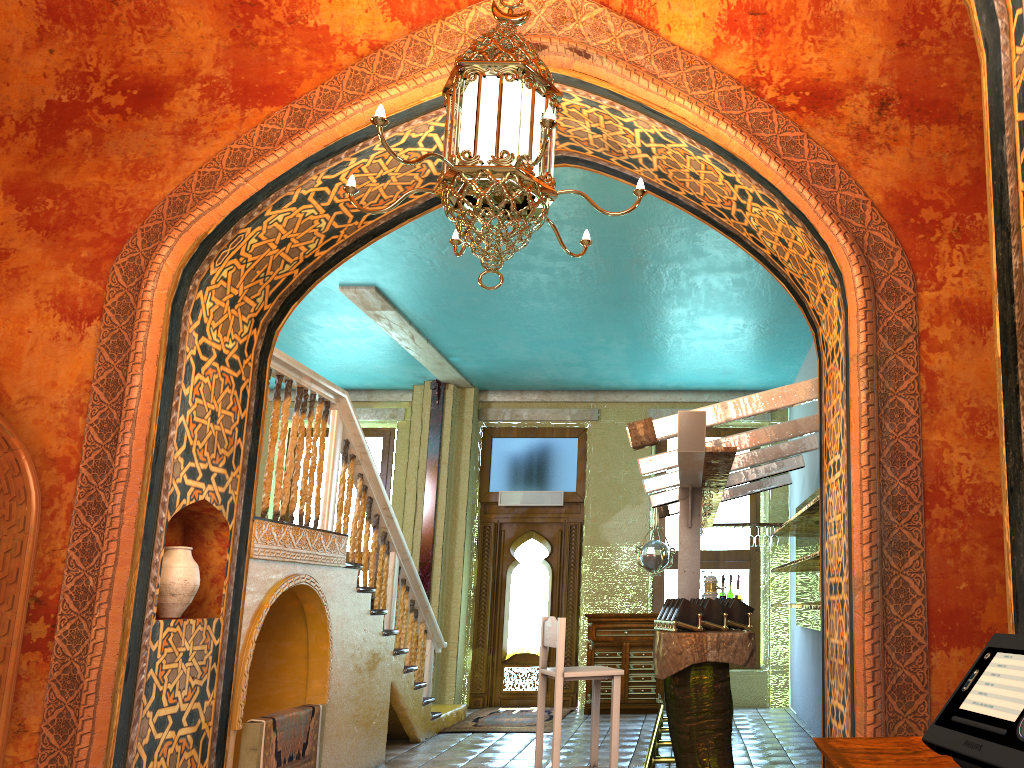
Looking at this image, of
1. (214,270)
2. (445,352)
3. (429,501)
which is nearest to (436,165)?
(214,270)

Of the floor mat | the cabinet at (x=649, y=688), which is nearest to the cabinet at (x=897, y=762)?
the floor mat

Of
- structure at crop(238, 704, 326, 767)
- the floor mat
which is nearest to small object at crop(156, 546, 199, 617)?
structure at crop(238, 704, 326, 767)

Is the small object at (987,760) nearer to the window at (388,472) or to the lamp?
the lamp

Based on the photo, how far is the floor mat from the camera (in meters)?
9.81

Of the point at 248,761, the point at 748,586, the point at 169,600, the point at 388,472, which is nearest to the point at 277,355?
the point at 169,600

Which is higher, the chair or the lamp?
the lamp

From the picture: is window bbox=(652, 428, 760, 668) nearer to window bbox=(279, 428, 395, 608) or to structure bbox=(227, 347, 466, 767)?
structure bbox=(227, 347, 466, 767)

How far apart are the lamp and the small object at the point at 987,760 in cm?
221

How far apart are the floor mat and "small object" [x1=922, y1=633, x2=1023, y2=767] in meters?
8.5 m
